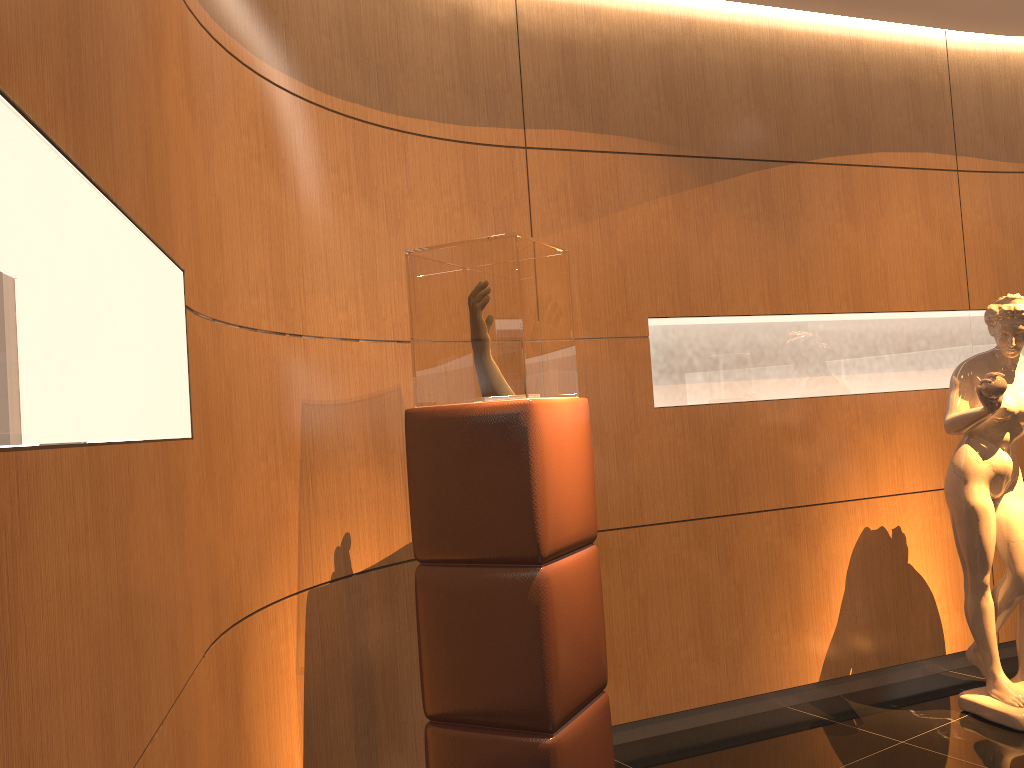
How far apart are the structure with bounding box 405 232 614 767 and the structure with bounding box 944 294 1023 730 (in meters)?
1.79

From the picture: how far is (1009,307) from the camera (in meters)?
3.79

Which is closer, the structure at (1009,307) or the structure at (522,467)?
the structure at (522,467)

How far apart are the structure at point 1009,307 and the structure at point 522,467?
1.8m

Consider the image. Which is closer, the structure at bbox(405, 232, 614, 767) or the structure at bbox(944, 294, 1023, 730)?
the structure at bbox(405, 232, 614, 767)

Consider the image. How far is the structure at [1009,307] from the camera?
3.8 meters

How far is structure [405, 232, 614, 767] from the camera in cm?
259
